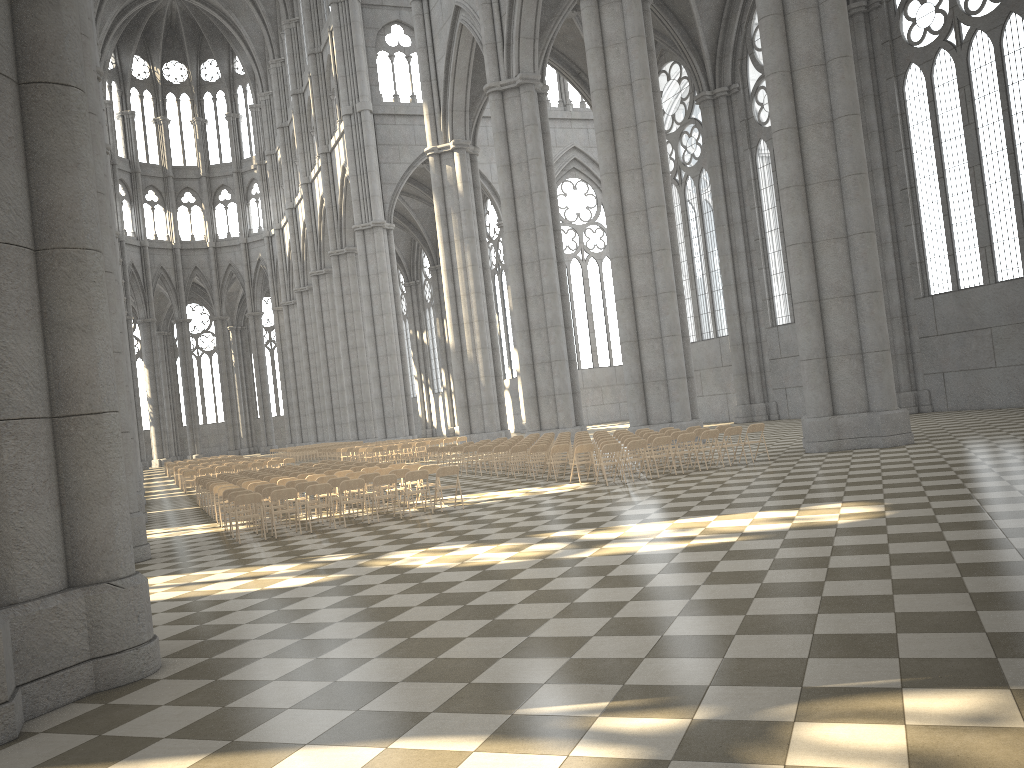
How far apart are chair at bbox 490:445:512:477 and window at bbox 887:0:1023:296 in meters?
16.3

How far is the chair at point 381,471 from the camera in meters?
17.9 m

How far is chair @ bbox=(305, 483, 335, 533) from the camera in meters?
15.1

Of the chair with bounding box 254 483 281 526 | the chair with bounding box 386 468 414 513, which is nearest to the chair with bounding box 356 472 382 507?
the chair with bounding box 386 468 414 513

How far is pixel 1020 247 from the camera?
26.34m

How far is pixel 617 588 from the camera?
8.0m

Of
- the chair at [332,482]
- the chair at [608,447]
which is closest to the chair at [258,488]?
the chair at [332,482]

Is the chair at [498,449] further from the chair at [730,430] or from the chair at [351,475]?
the chair at [730,430]

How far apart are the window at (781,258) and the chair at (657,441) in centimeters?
1995cm

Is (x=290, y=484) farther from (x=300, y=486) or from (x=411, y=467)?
(x=411, y=467)
